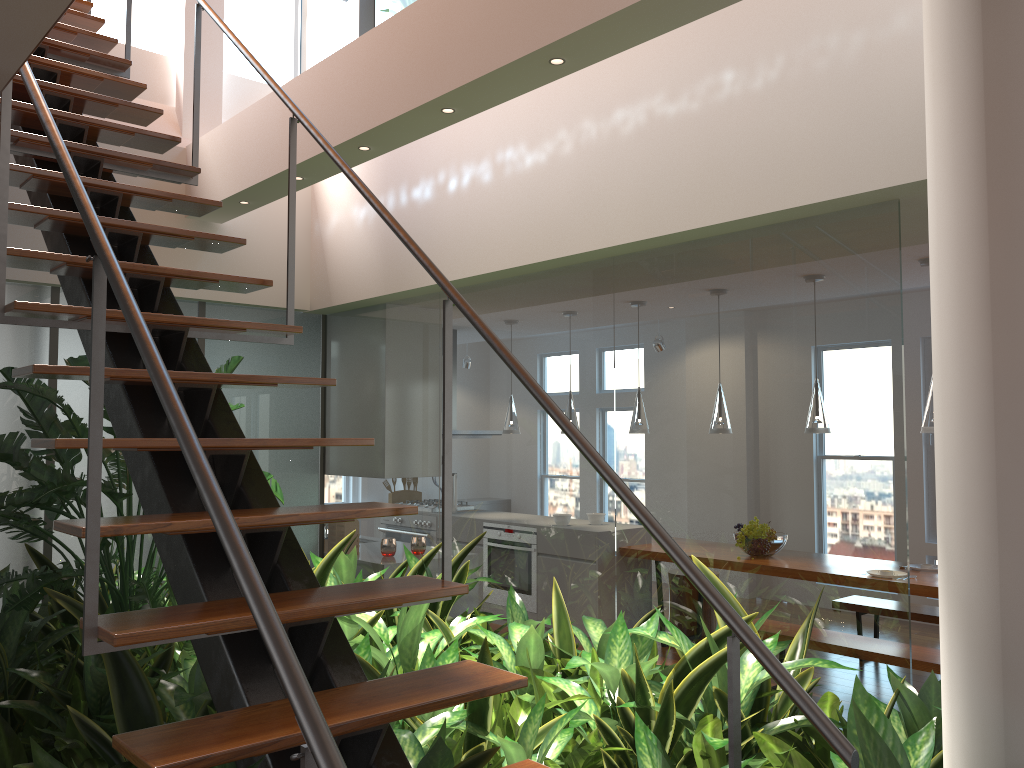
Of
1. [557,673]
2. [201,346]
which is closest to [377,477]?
[201,346]

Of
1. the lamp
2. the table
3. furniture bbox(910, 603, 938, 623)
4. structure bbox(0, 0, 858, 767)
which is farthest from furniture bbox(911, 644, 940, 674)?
structure bbox(0, 0, 858, 767)

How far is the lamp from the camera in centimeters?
496cm

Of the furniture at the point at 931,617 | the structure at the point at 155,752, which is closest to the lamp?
the furniture at the point at 931,617

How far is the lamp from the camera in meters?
5.0 m

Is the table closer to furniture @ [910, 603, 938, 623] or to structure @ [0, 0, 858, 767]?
furniture @ [910, 603, 938, 623]

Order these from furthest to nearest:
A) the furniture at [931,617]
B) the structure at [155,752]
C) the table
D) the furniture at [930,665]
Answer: the furniture at [931,617] < the table < the furniture at [930,665] < the structure at [155,752]

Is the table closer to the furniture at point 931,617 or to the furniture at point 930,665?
the furniture at point 930,665

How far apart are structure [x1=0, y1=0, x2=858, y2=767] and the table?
3.71m

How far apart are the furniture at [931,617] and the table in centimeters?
53cm
